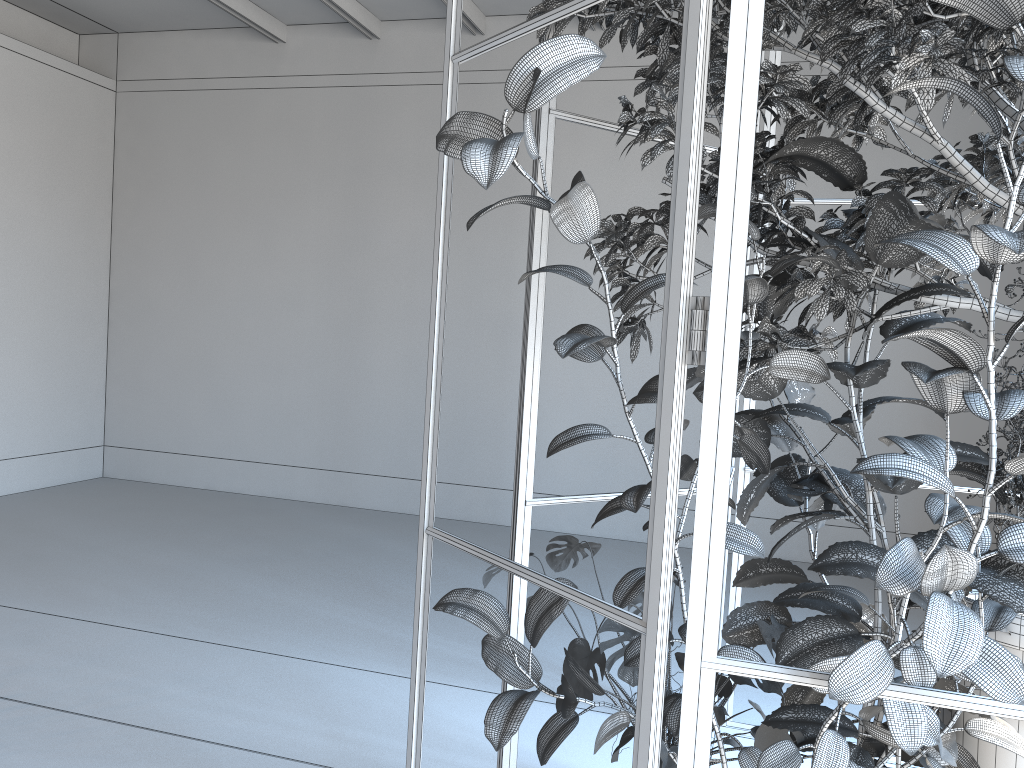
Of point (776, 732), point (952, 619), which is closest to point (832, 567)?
point (776, 732)

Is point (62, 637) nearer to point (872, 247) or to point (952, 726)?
point (952, 726)

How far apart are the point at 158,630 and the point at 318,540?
2.2 meters

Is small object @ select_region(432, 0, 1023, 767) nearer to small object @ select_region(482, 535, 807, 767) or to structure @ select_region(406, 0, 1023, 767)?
structure @ select_region(406, 0, 1023, 767)

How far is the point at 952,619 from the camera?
1.16m

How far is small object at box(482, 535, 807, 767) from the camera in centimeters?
213cm

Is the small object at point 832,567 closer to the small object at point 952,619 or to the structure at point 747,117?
the small object at point 952,619

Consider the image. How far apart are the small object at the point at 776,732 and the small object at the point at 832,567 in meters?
0.0 m

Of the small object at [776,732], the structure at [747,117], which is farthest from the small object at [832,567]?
the structure at [747,117]

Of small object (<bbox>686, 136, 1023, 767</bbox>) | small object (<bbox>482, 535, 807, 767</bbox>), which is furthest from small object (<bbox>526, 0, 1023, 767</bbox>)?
small object (<bbox>482, 535, 807, 767</bbox>)
